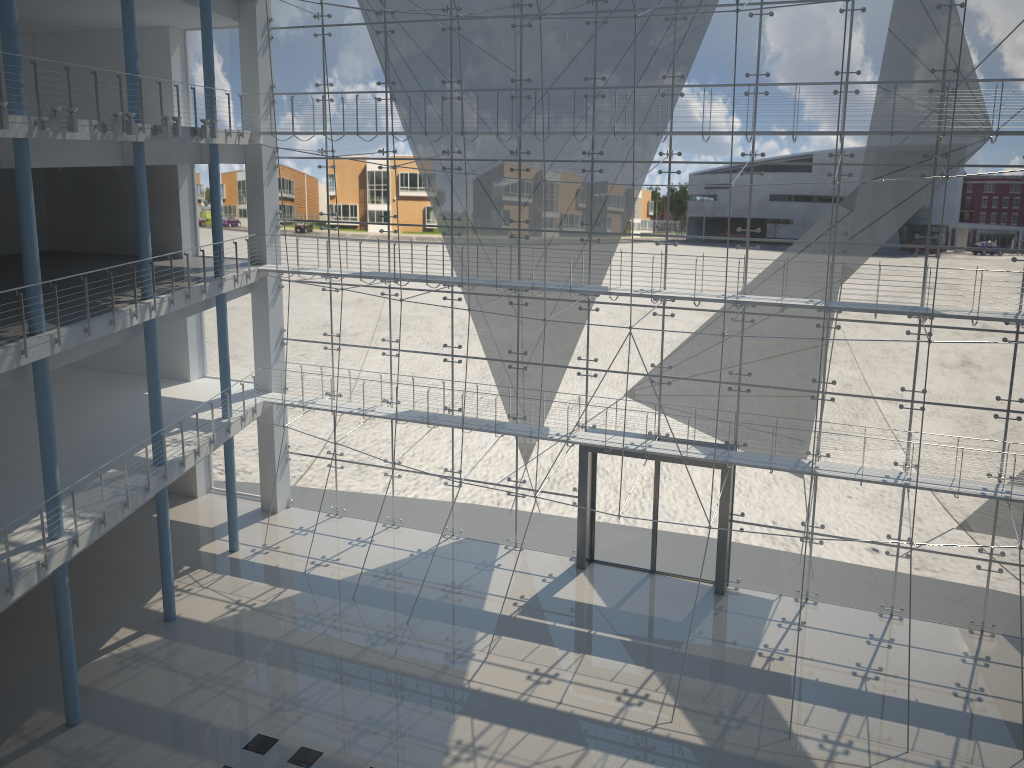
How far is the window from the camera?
2.63m

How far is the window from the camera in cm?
263

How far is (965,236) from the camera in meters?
2.6
